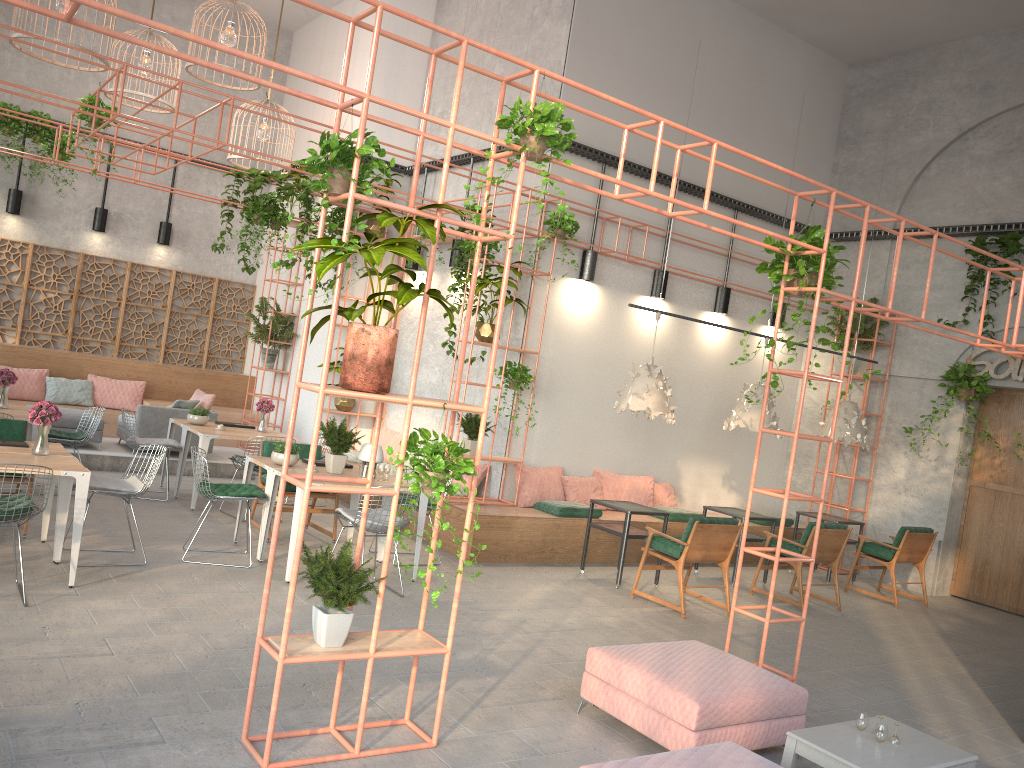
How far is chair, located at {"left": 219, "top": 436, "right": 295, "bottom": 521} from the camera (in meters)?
9.51

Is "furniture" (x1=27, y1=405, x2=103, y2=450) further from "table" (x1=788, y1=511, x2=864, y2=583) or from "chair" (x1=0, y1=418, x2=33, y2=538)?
"table" (x1=788, y1=511, x2=864, y2=583)

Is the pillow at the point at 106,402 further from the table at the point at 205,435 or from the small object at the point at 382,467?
the small object at the point at 382,467

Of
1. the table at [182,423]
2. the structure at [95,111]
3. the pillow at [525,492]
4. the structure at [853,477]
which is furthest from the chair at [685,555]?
the table at [182,423]

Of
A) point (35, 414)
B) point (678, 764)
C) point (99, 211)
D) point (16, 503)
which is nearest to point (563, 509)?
point (35, 414)

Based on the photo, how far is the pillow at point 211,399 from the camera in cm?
1225

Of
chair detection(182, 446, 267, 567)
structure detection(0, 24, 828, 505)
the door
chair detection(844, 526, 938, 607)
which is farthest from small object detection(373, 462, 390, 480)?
the door

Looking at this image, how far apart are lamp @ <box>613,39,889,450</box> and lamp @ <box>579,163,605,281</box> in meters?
1.5

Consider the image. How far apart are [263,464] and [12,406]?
3.40m

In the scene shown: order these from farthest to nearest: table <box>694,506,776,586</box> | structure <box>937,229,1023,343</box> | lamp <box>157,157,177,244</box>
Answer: lamp <box>157,157,177,244</box>, structure <box>937,229,1023,343</box>, table <box>694,506,776,586</box>
